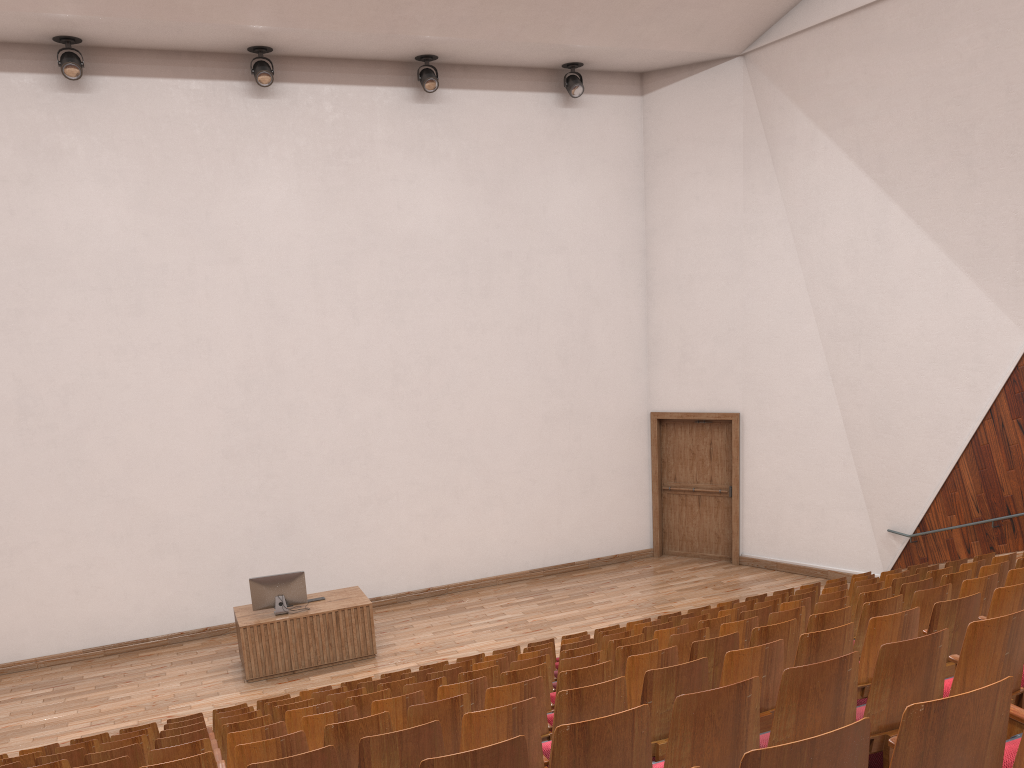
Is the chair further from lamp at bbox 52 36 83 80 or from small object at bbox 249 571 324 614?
lamp at bbox 52 36 83 80

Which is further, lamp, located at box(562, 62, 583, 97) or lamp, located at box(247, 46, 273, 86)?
lamp, located at box(562, 62, 583, 97)

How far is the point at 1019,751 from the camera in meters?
A: 0.2

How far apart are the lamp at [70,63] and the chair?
0.7m

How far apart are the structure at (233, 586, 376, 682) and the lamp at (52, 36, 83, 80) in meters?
0.7 m

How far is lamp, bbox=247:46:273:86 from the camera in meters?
1.1

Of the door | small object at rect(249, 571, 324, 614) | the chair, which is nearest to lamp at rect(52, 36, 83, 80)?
small object at rect(249, 571, 324, 614)

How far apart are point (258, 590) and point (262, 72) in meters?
0.6

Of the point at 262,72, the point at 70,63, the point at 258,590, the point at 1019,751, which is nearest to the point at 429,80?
the point at 262,72

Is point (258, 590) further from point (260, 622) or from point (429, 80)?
point (429, 80)
